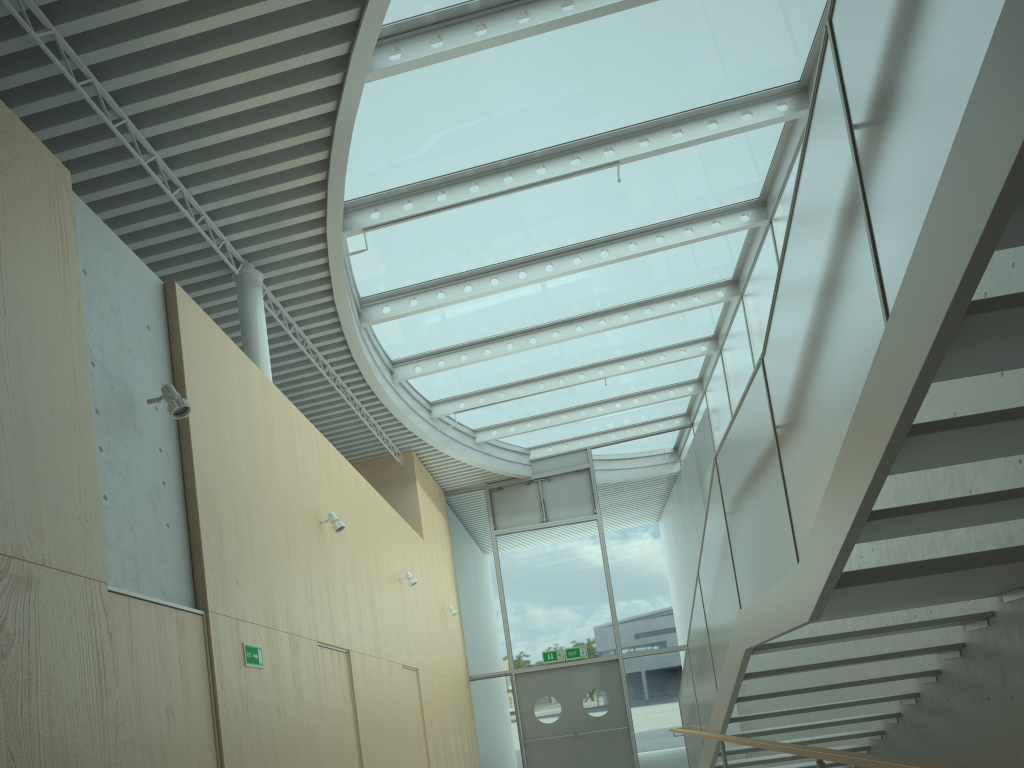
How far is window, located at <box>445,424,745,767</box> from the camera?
14.56m

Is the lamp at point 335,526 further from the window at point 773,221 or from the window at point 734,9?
the window at point 773,221

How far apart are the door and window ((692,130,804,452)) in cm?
412

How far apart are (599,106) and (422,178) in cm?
178

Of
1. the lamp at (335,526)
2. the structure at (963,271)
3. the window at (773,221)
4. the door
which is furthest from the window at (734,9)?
the door

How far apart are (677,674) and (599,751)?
1.8 meters

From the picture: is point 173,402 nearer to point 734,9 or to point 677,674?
point 734,9

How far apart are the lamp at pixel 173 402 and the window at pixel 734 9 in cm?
298

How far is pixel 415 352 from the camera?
11.33m

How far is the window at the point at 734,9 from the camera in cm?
705
